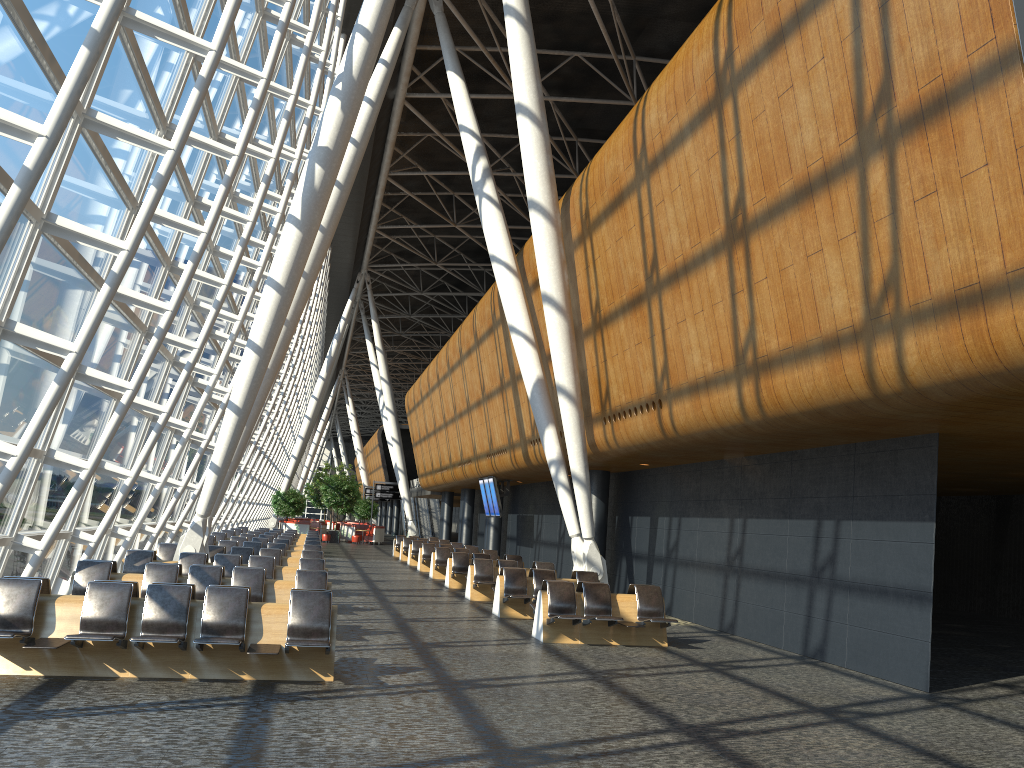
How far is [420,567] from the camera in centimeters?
2679cm

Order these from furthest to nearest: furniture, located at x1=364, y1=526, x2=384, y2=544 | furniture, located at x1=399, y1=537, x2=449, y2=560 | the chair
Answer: the chair < furniture, located at x1=364, y1=526, x2=384, y2=544 < furniture, located at x1=399, y1=537, x2=449, y2=560

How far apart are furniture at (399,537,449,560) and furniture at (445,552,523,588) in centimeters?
1129cm

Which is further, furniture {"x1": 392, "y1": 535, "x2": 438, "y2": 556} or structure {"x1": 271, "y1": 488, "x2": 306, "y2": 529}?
structure {"x1": 271, "y1": 488, "x2": 306, "y2": 529}

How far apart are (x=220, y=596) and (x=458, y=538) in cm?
3041

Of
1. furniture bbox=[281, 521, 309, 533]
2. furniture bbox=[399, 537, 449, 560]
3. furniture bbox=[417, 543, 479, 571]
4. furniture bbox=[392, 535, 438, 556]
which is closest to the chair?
furniture bbox=[281, 521, 309, 533]

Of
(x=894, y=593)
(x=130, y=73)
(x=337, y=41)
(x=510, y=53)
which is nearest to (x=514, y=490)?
(x=337, y=41)

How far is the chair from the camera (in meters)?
48.04

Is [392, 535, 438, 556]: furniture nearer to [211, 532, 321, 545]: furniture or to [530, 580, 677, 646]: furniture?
[211, 532, 321, 545]: furniture

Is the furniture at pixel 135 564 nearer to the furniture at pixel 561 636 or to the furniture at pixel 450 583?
the furniture at pixel 561 636
